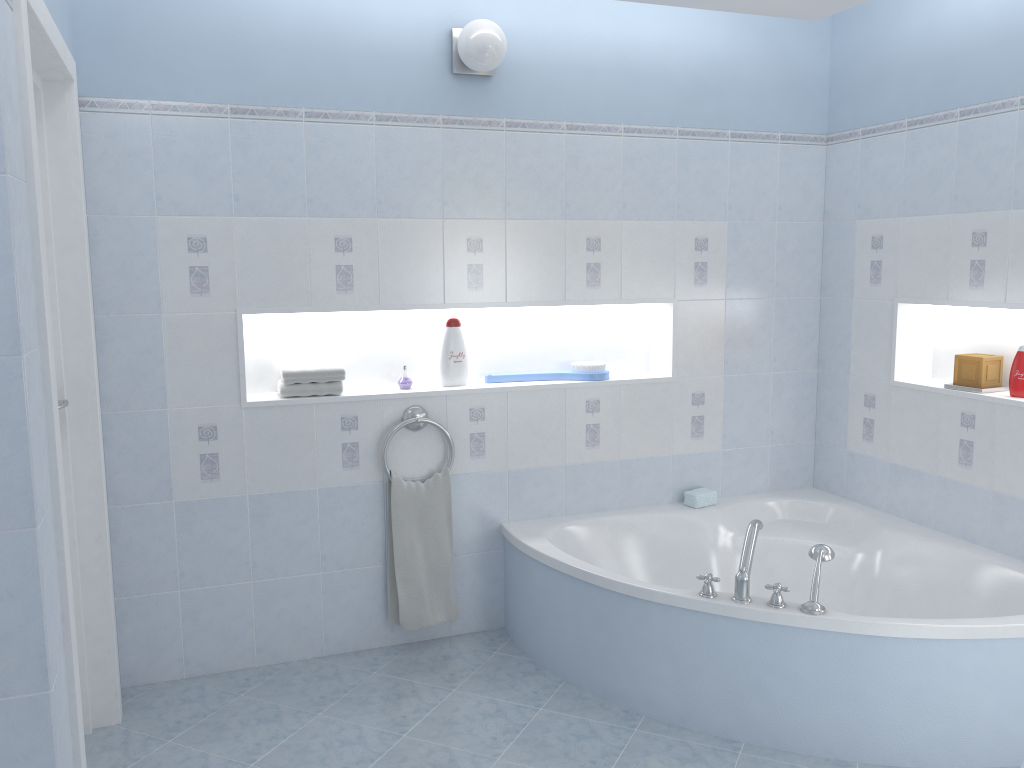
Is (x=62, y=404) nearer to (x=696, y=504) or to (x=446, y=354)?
(x=446, y=354)

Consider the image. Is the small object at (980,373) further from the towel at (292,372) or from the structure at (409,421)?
the towel at (292,372)

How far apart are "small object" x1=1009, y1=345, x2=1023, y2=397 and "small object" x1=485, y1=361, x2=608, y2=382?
1.50m

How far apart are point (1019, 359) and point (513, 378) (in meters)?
1.87

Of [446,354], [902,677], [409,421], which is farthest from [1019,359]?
[409,421]

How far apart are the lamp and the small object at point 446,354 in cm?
94

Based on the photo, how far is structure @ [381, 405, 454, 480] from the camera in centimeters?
337cm

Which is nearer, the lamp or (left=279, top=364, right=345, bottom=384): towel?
the lamp

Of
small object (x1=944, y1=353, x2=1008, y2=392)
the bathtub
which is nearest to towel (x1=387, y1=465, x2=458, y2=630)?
the bathtub

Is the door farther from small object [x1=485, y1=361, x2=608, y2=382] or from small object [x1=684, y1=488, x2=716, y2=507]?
small object [x1=684, y1=488, x2=716, y2=507]
